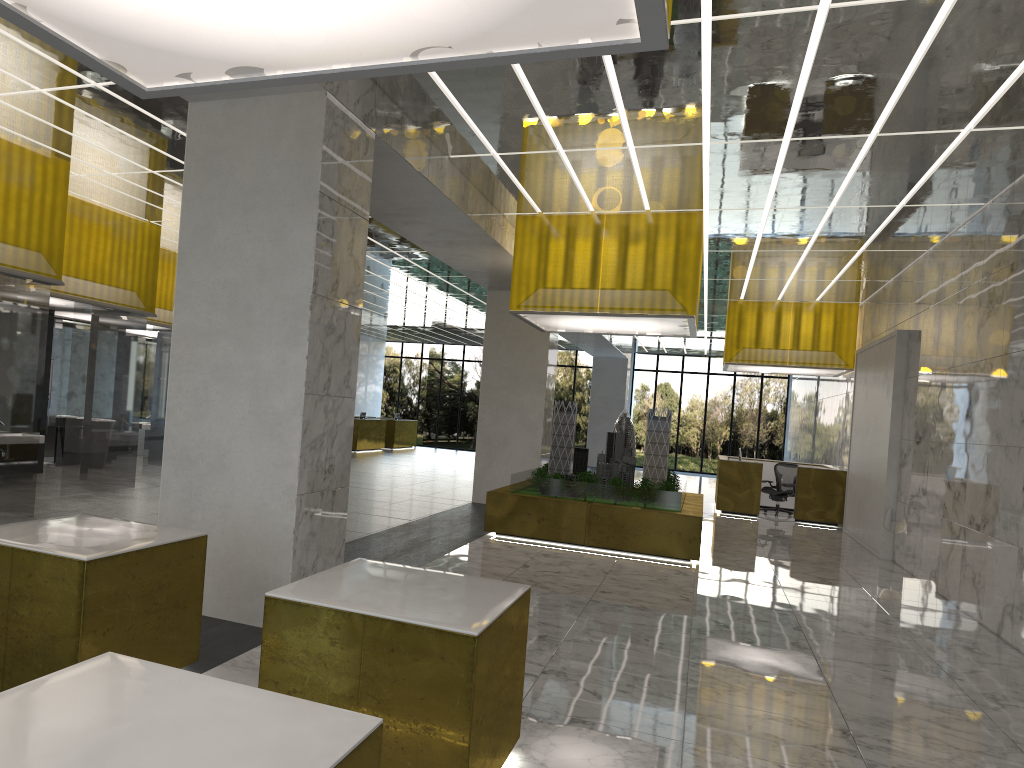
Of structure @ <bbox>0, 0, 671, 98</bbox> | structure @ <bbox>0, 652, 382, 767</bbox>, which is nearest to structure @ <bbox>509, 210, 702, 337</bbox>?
structure @ <bbox>0, 0, 671, 98</bbox>

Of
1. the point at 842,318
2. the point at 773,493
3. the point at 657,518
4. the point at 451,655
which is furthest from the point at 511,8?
the point at 773,493

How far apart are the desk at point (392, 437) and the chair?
21.0 meters

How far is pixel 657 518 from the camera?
15.52m

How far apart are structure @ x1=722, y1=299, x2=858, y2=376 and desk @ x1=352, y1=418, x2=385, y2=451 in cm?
1713

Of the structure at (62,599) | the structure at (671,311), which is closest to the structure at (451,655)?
the structure at (62,599)

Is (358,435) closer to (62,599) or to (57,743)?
(62,599)

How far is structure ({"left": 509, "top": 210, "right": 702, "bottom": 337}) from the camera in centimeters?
1531cm

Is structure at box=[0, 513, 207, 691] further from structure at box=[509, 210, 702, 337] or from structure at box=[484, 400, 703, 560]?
structure at box=[509, 210, 702, 337]

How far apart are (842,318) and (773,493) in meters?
5.7 m
